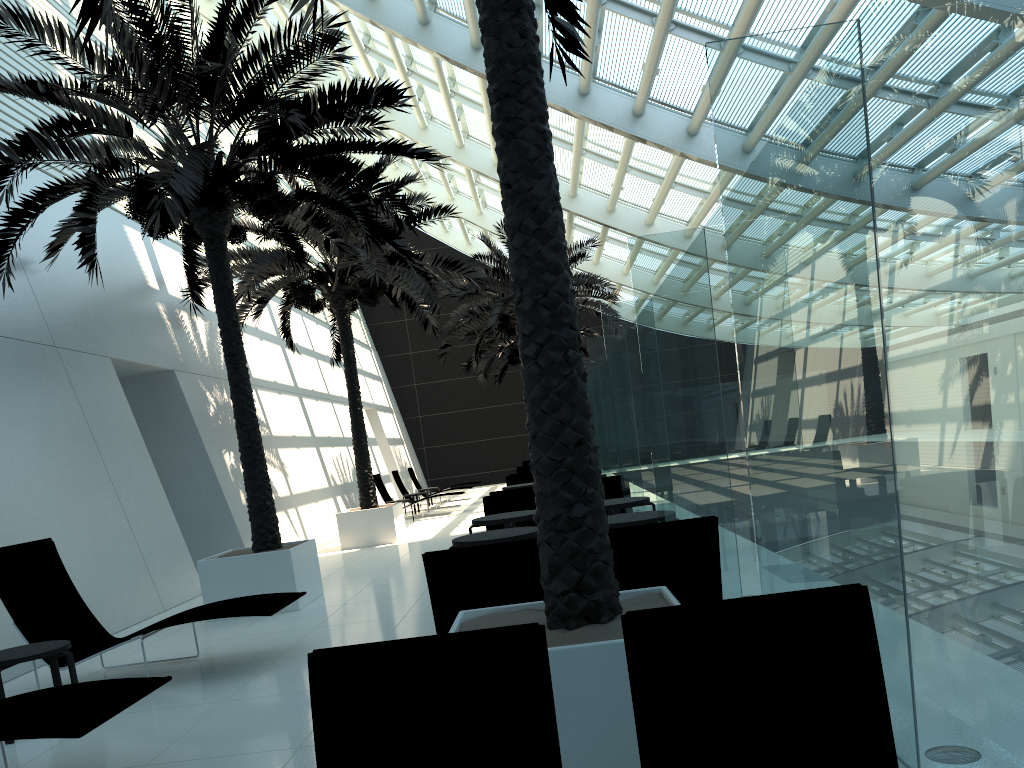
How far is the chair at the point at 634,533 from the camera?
4.7 meters

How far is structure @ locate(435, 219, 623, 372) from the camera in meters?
21.0

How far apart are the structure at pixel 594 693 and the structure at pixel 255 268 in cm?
710

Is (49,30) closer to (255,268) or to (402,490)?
(255,268)

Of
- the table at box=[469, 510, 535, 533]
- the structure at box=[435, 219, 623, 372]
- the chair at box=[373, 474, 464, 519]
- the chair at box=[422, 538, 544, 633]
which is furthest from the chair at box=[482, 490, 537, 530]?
the chair at box=[373, 474, 464, 519]

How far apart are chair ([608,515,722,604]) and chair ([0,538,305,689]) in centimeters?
268cm

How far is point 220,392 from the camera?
15.08m

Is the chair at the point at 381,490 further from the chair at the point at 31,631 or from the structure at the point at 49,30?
the chair at the point at 31,631

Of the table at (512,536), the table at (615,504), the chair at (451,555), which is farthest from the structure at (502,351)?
the chair at (451,555)

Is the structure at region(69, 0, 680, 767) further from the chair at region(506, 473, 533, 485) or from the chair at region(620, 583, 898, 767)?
the chair at region(506, 473, 533, 485)
